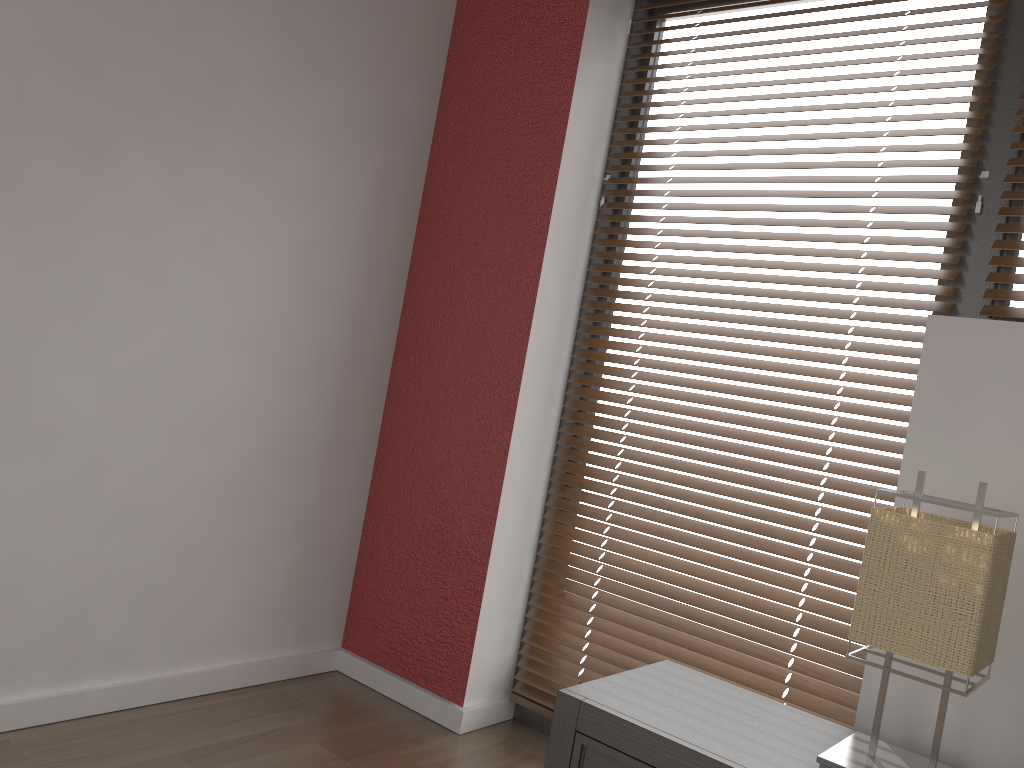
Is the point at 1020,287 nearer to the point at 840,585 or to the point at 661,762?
the point at 840,585

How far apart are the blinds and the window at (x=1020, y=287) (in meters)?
0.05

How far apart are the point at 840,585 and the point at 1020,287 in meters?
0.7

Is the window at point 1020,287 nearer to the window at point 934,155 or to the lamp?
the window at point 934,155

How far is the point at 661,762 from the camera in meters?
1.4 m

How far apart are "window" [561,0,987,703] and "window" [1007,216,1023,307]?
0.16m

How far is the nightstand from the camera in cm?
141

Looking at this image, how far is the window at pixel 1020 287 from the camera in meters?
1.9 m

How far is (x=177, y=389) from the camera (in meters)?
2.14

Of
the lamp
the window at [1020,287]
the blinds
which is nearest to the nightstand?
the lamp
